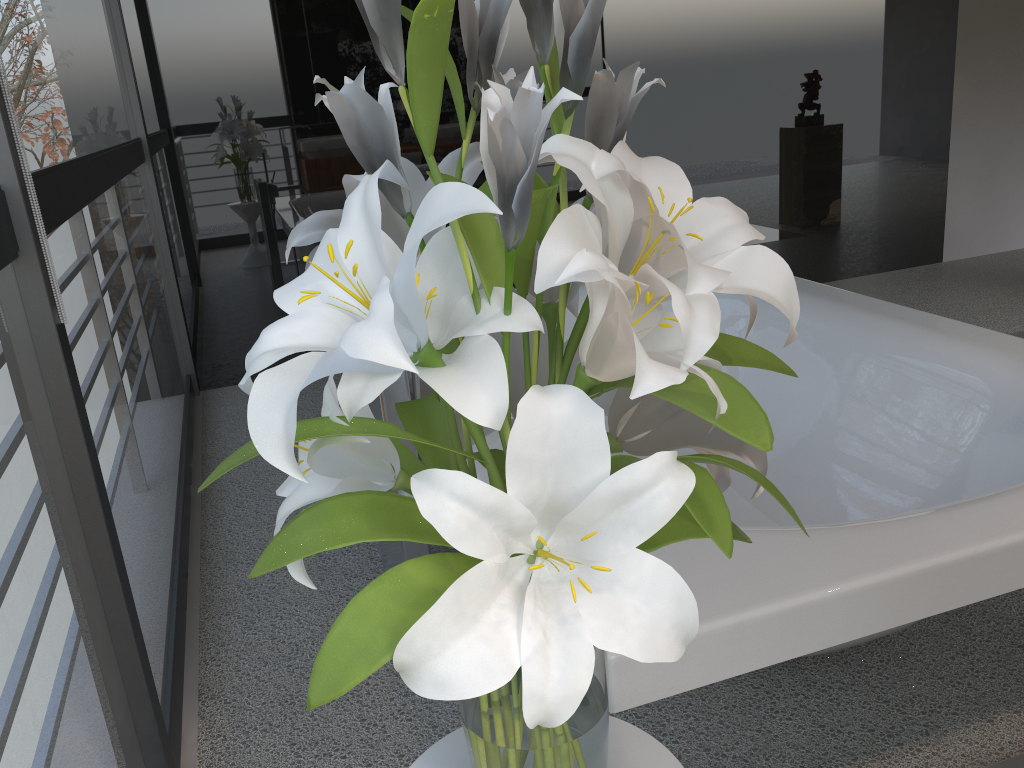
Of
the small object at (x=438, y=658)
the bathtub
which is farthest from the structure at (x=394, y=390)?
the small object at (x=438, y=658)

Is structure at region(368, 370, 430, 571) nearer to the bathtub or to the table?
the bathtub

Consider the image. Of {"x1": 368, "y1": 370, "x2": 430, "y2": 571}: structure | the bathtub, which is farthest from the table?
{"x1": 368, "y1": 370, "x2": 430, "y2": 571}: structure

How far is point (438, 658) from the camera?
0.5 meters

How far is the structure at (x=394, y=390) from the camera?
1.73m

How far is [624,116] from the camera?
0.7 meters

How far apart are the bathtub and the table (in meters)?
0.08

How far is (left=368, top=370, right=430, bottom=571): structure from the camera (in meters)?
1.73

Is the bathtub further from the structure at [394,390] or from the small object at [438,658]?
the small object at [438,658]

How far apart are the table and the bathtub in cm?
8
